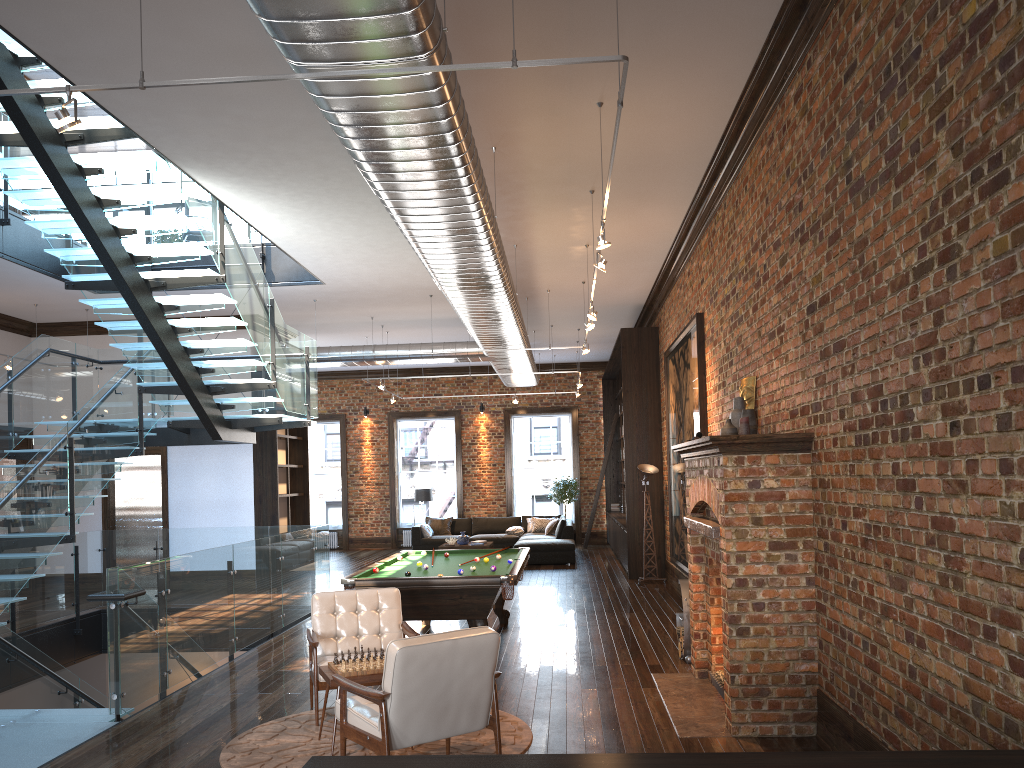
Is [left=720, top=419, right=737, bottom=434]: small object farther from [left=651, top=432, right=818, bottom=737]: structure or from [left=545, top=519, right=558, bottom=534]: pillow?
[left=545, top=519, right=558, bottom=534]: pillow

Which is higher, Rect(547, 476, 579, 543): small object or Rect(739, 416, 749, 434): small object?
Rect(739, 416, 749, 434): small object

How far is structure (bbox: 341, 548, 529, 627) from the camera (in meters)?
7.60

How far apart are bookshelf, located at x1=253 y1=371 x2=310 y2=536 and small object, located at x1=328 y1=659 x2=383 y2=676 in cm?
913

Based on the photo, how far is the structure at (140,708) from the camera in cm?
683

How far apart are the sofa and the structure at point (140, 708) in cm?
546

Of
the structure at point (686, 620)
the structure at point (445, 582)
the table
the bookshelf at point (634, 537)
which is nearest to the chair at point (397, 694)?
the table

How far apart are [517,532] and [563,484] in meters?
2.3 m

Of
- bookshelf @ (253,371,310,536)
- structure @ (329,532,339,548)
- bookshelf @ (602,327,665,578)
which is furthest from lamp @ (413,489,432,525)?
bookshelf @ (602,327,665,578)

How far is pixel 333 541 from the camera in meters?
21.8 m
